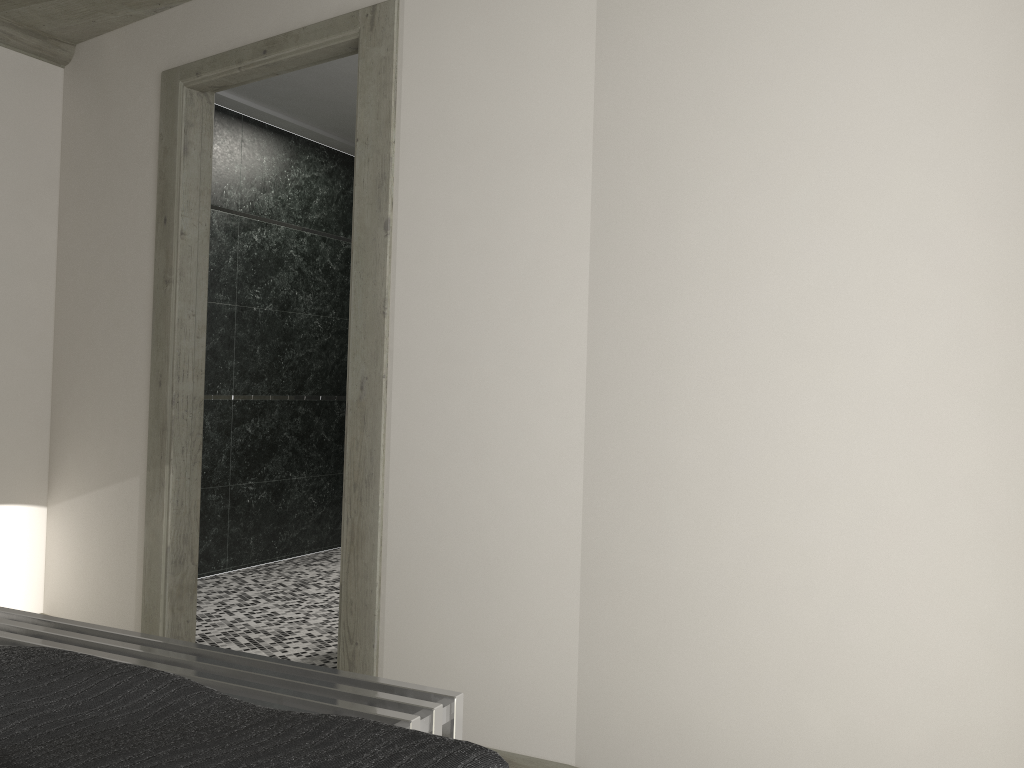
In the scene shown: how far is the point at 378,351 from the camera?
3.13m

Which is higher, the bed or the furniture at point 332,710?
the bed

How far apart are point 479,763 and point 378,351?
2.3 meters

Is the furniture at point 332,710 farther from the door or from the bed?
the door

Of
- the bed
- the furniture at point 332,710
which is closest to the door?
the furniture at point 332,710

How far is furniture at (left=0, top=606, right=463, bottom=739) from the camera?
1.7 meters

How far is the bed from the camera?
0.92m

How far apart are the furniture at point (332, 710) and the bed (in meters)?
0.55

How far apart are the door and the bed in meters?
1.8

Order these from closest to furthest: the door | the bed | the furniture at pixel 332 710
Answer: the bed → the furniture at pixel 332 710 → the door
